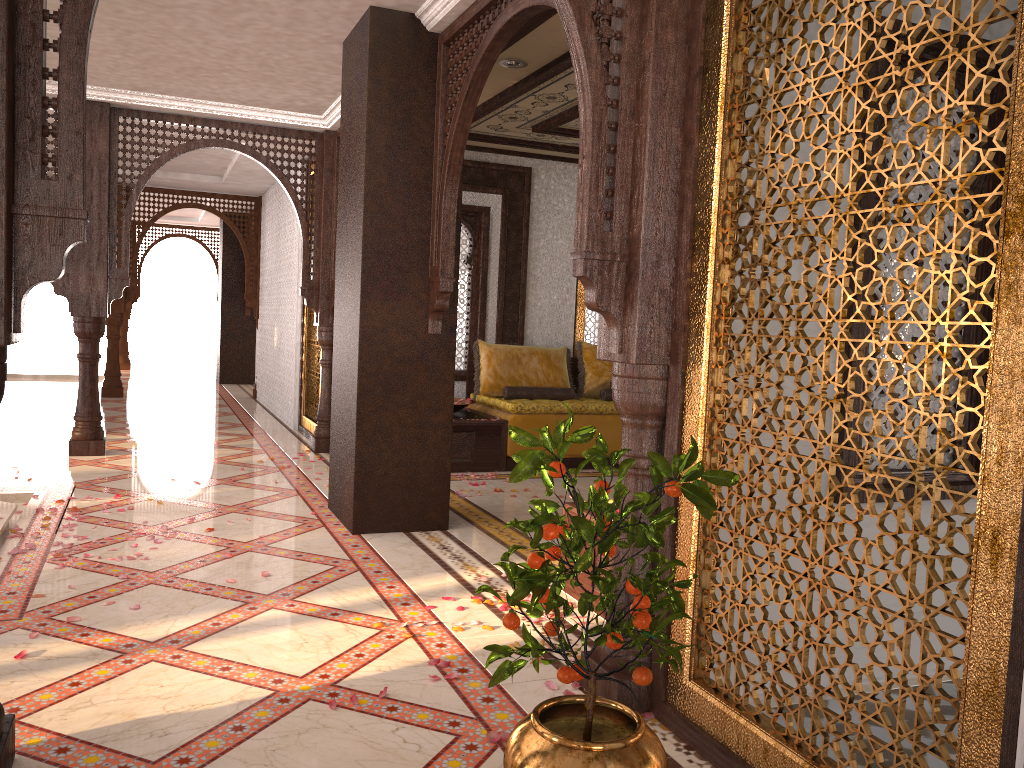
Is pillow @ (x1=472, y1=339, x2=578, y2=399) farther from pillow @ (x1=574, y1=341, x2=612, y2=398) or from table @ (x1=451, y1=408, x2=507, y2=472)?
table @ (x1=451, y1=408, x2=507, y2=472)

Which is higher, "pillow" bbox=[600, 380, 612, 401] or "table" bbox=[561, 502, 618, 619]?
"pillow" bbox=[600, 380, 612, 401]

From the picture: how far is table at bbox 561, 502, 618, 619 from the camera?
3.9 meters

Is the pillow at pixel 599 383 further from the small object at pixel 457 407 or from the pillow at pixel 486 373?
the small object at pixel 457 407

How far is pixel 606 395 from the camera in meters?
8.2

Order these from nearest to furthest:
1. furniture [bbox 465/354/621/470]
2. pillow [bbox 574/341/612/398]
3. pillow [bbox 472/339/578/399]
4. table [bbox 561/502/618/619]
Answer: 1. table [bbox 561/502/618/619]
2. furniture [bbox 465/354/621/470]
3. pillow [bbox 472/339/578/399]
4. pillow [bbox 574/341/612/398]

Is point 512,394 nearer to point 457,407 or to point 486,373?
point 486,373

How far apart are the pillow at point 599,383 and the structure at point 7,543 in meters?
4.6

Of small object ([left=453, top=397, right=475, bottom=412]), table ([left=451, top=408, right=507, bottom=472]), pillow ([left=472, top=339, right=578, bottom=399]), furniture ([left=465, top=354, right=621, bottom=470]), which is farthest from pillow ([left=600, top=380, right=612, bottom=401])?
small object ([left=453, top=397, right=475, bottom=412])

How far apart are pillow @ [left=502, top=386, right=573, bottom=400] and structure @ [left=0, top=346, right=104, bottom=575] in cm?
376
